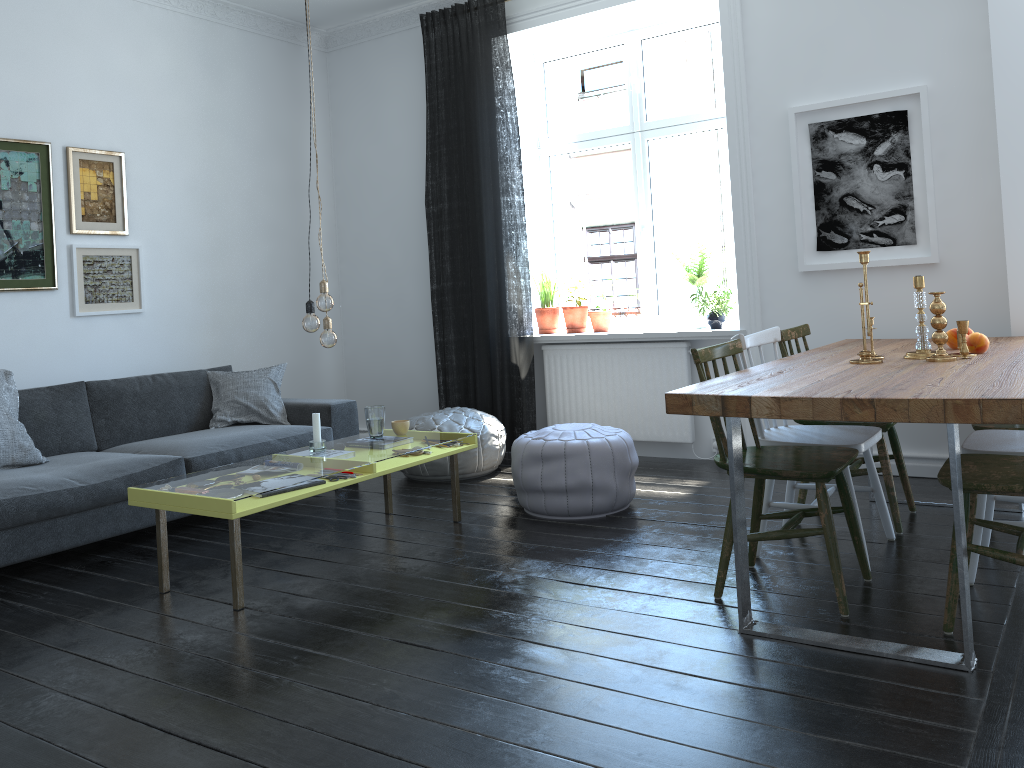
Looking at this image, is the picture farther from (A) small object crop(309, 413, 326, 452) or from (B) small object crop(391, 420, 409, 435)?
(A) small object crop(309, 413, 326, 452)

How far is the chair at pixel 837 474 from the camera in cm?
277

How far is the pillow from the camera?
4.0 meters

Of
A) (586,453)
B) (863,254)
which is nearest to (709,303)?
(586,453)

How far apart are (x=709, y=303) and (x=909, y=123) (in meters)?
1.38

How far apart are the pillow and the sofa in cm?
3

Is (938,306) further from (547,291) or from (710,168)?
(547,291)

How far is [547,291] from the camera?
5.9m

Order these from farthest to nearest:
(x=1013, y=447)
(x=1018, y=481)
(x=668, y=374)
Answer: (x=668, y=374), (x=1013, y=447), (x=1018, y=481)

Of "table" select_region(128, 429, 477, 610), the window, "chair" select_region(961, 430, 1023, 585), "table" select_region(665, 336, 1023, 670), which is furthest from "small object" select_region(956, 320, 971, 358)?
the window
